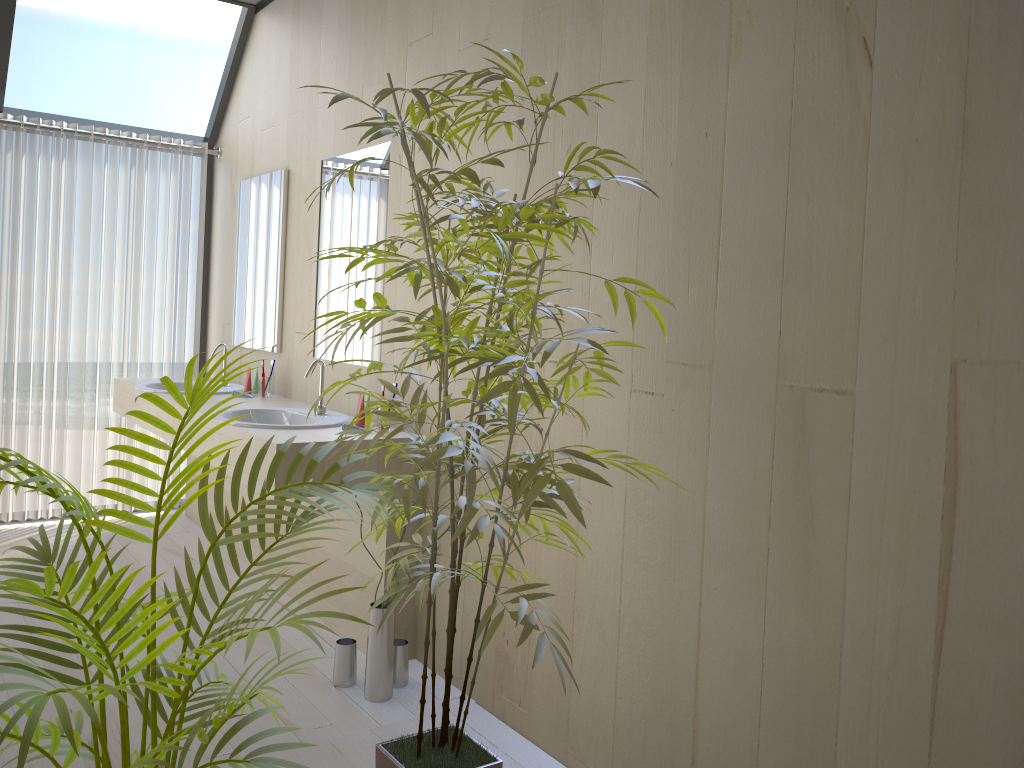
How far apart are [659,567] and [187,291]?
3.73m

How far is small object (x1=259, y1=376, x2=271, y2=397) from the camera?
4.08m

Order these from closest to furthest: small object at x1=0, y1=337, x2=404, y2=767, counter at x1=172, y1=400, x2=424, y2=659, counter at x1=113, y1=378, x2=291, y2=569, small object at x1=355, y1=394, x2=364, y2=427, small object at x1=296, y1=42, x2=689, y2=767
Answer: small object at x1=0, y1=337, x2=404, y2=767 → small object at x1=296, y1=42, x2=689, y2=767 → counter at x1=172, y1=400, x2=424, y2=659 → small object at x1=355, y1=394, x2=364, y2=427 → counter at x1=113, y1=378, x2=291, y2=569

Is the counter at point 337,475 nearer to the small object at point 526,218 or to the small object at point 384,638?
the small object at point 384,638

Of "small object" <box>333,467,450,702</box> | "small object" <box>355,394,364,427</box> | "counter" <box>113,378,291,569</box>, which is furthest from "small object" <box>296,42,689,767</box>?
"counter" <box>113,378,291,569</box>

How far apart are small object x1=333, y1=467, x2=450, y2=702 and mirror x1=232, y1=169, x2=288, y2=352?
1.7m

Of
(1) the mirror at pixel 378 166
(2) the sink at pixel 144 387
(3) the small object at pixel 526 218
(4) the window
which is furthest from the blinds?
(3) the small object at pixel 526 218

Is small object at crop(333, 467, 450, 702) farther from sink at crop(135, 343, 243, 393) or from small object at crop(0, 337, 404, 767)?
sink at crop(135, 343, 243, 393)

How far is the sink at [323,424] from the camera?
3.18m

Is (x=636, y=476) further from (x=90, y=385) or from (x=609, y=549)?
(x=90, y=385)
